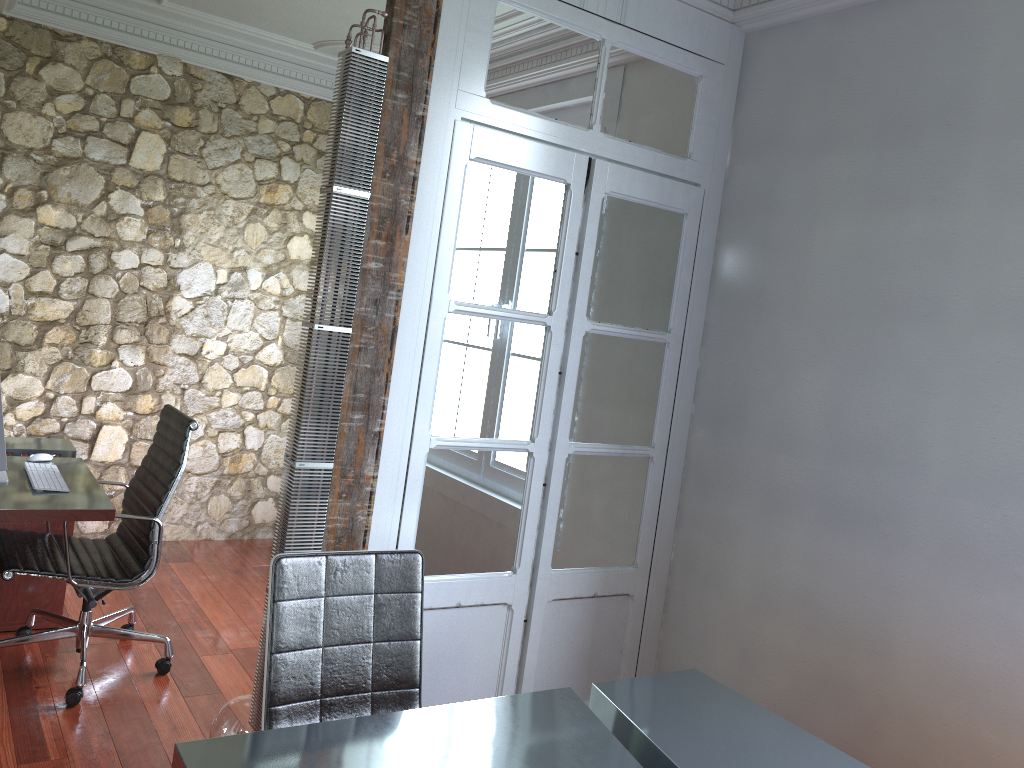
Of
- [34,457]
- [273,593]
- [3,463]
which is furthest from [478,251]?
[34,457]

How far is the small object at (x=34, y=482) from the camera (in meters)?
3.26

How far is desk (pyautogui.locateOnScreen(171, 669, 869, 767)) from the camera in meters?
1.8

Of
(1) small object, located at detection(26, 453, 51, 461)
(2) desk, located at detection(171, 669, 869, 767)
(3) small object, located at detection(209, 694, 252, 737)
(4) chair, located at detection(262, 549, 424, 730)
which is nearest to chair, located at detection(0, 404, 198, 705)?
(1) small object, located at detection(26, 453, 51, 461)

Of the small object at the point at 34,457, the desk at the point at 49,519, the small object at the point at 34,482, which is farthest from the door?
the small object at the point at 34,457

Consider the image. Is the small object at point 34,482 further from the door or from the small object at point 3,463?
the door

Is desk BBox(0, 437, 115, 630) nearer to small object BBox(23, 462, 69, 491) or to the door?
small object BBox(23, 462, 69, 491)

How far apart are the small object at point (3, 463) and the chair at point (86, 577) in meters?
0.3 m

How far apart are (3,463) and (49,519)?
0.31m

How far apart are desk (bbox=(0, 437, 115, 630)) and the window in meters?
2.7 m
